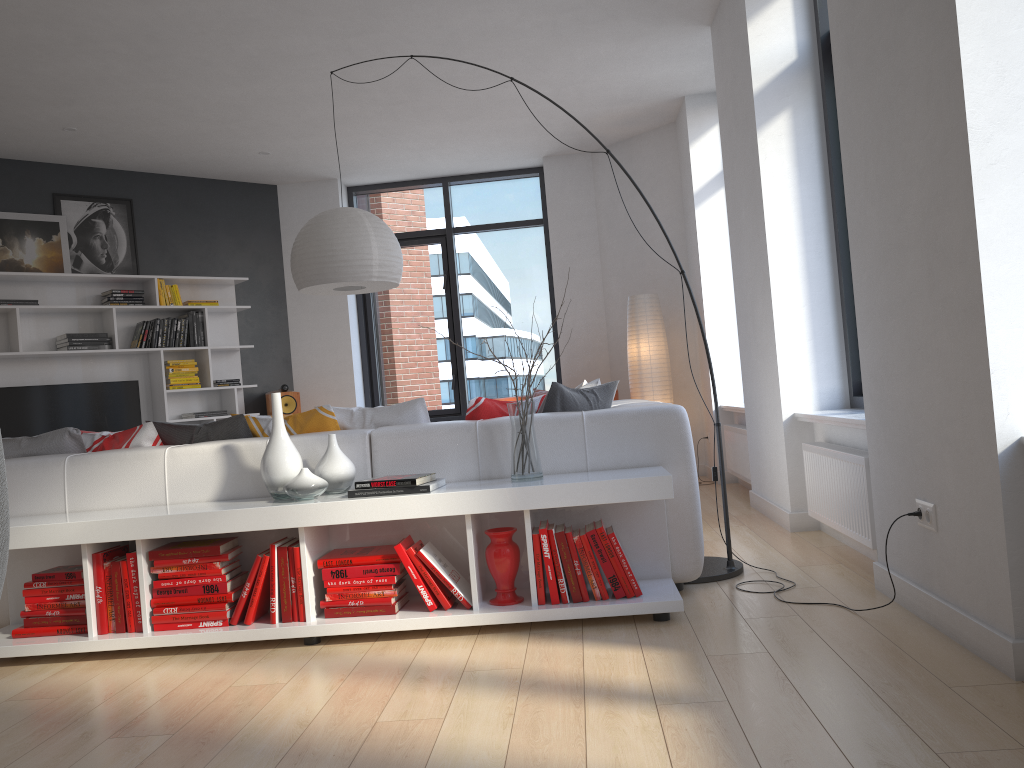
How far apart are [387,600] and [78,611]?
1.2 meters

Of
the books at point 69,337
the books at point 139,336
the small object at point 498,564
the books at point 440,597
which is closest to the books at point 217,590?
the books at point 440,597

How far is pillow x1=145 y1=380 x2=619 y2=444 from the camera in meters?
3.7

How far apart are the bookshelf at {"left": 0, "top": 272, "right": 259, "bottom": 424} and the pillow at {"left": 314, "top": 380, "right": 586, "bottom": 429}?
4.0 meters

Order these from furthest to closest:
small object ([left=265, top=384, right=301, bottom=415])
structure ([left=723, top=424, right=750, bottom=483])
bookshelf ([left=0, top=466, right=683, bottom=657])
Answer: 1. small object ([left=265, top=384, right=301, bottom=415])
2. structure ([left=723, top=424, right=750, bottom=483])
3. bookshelf ([left=0, top=466, right=683, bottom=657])

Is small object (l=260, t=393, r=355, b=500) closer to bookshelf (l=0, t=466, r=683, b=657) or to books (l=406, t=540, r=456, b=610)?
bookshelf (l=0, t=466, r=683, b=657)

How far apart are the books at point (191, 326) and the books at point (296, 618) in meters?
4.9

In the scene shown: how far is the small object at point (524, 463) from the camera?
3.2 meters

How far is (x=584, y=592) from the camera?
3.05m

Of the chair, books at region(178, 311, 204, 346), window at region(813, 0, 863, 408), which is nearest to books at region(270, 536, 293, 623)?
the chair
